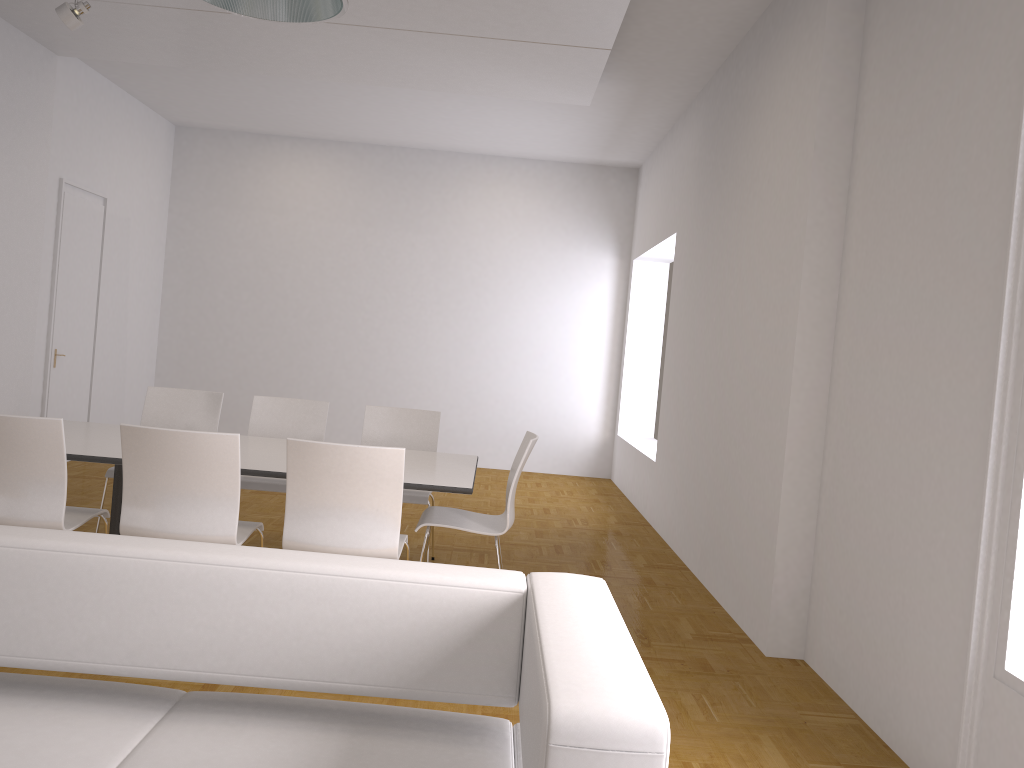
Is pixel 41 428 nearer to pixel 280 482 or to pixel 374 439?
pixel 280 482

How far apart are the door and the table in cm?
286

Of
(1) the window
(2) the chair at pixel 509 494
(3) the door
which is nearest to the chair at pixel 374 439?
(2) the chair at pixel 509 494

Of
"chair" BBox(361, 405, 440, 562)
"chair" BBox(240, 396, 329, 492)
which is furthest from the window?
"chair" BBox(240, 396, 329, 492)

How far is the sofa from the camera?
1.5m

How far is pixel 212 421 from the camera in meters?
5.5 m

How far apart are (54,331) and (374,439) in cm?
370

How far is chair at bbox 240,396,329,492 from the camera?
5.1 meters

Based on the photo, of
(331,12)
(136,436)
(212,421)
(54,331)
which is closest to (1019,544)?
(331,12)

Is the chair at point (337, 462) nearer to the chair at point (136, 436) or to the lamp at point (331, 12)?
the chair at point (136, 436)
